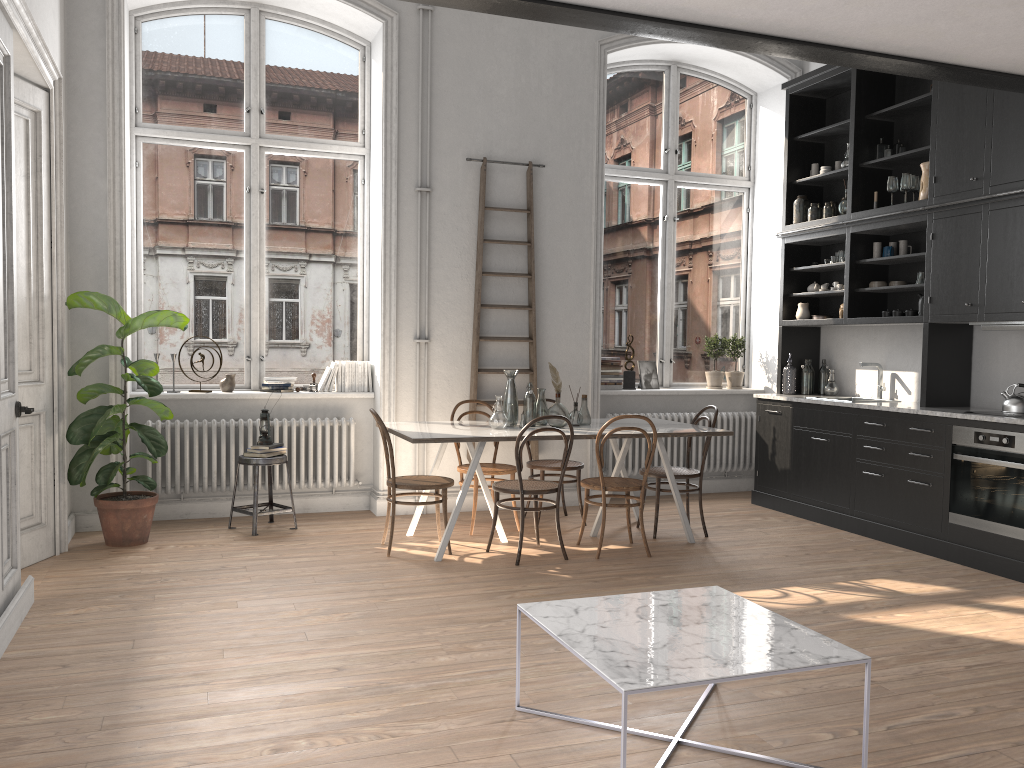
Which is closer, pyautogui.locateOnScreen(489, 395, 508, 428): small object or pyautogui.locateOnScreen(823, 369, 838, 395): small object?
pyautogui.locateOnScreen(489, 395, 508, 428): small object

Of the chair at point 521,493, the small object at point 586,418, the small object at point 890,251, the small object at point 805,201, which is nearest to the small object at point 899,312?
the small object at point 890,251

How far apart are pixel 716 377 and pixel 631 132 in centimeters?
236cm

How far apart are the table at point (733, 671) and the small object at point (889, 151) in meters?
4.6

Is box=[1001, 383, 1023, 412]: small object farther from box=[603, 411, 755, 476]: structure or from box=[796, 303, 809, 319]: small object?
box=[603, 411, 755, 476]: structure

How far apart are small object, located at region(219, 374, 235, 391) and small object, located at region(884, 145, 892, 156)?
5.2 meters

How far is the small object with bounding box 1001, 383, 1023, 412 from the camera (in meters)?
5.55

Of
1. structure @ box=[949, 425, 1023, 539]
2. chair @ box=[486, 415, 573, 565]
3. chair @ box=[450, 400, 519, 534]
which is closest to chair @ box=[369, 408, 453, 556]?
chair @ box=[486, 415, 573, 565]

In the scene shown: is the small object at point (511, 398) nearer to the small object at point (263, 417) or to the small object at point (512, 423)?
the small object at point (512, 423)

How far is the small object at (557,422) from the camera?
5.97m
